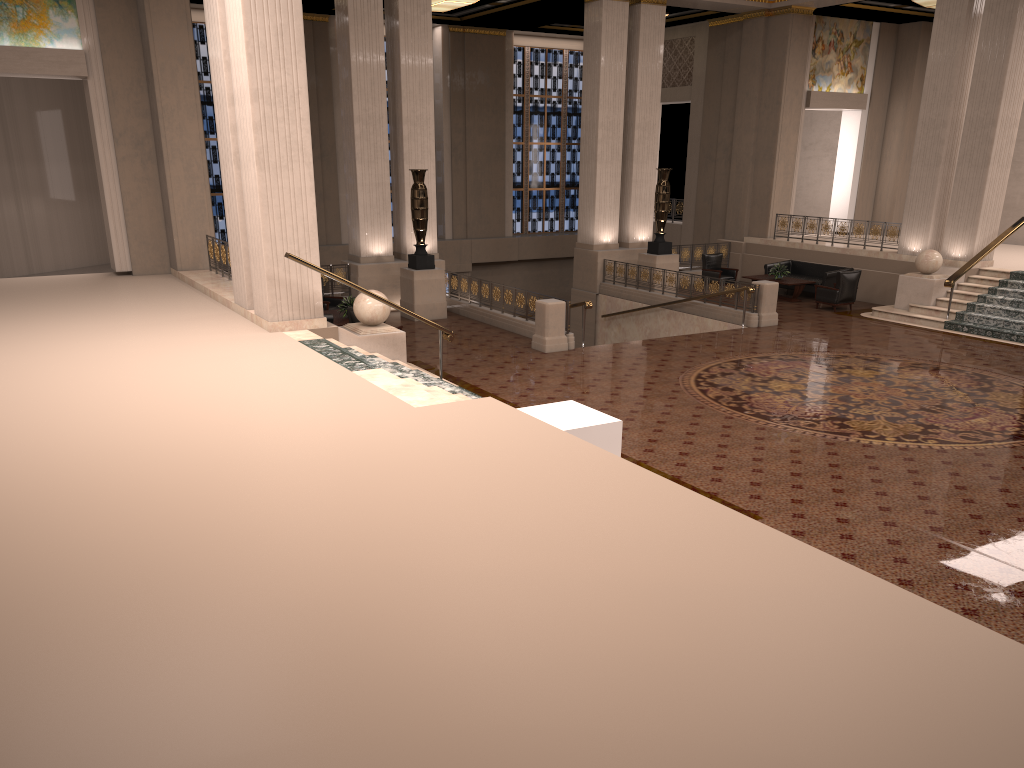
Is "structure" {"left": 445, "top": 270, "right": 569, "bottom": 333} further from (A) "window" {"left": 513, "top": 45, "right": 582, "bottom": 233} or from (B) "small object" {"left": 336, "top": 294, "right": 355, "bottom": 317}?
(A) "window" {"left": 513, "top": 45, "right": 582, "bottom": 233}

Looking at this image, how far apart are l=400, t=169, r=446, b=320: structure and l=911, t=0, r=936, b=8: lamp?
13.3 meters

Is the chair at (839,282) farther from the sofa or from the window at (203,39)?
the window at (203,39)

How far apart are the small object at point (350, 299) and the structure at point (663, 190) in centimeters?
794cm

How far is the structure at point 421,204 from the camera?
17.22m

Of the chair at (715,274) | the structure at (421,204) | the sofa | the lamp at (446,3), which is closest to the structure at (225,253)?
the structure at (421,204)

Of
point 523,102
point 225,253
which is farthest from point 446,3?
point 225,253

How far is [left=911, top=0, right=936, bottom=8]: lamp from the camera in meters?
21.0

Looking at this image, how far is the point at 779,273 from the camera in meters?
20.2 m

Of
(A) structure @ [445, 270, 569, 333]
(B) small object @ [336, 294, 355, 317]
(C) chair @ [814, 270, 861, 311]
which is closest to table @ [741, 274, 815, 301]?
(C) chair @ [814, 270, 861, 311]
